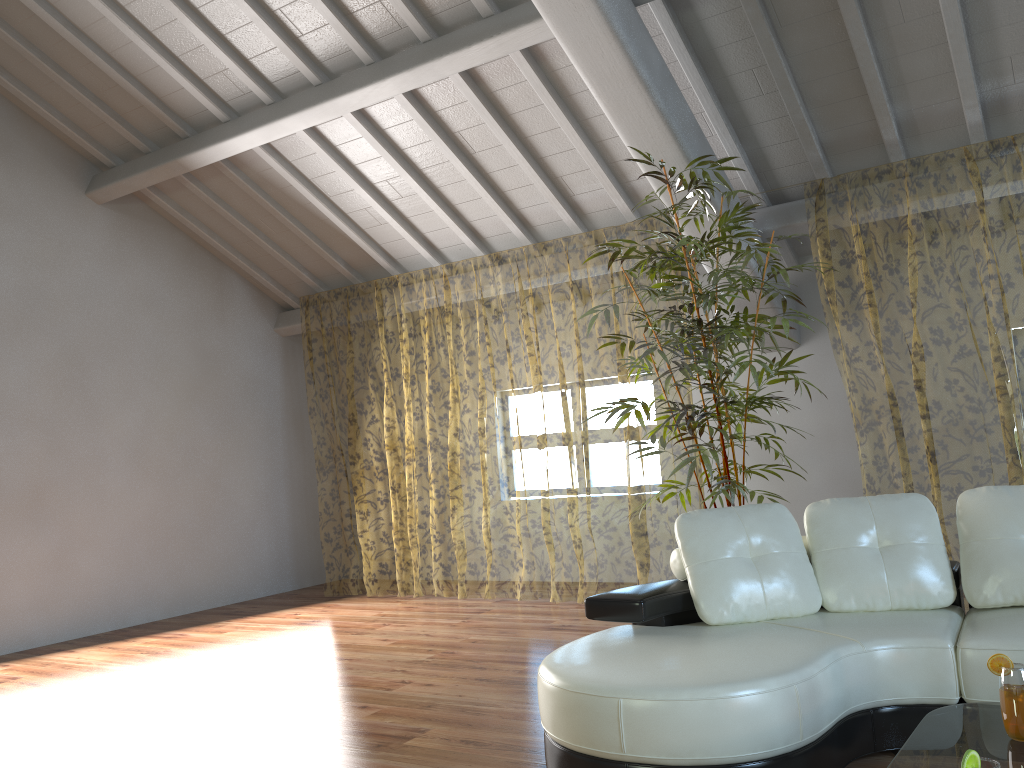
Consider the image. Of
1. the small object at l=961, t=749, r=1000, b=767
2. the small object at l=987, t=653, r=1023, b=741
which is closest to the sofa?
the small object at l=987, t=653, r=1023, b=741

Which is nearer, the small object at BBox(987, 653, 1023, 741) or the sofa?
the small object at BBox(987, 653, 1023, 741)

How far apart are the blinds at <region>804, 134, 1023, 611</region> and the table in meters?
3.1 m

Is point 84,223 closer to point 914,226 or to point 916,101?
point 916,101

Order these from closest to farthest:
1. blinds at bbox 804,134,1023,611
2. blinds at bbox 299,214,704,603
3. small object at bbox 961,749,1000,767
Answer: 1. small object at bbox 961,749,1000,767
2. blinds at bbox 804,134,1023,611
3. blinds at bbox 299,214,704,603

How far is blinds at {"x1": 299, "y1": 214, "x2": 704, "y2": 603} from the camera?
13.9m

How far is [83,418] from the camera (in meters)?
6.47

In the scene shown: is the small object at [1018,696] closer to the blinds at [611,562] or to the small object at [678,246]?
the small object at [678,246]

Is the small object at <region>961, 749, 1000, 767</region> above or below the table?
above

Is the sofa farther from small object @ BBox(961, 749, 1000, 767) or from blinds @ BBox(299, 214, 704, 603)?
blinds @ BBox(299, 214, 704, 603)
